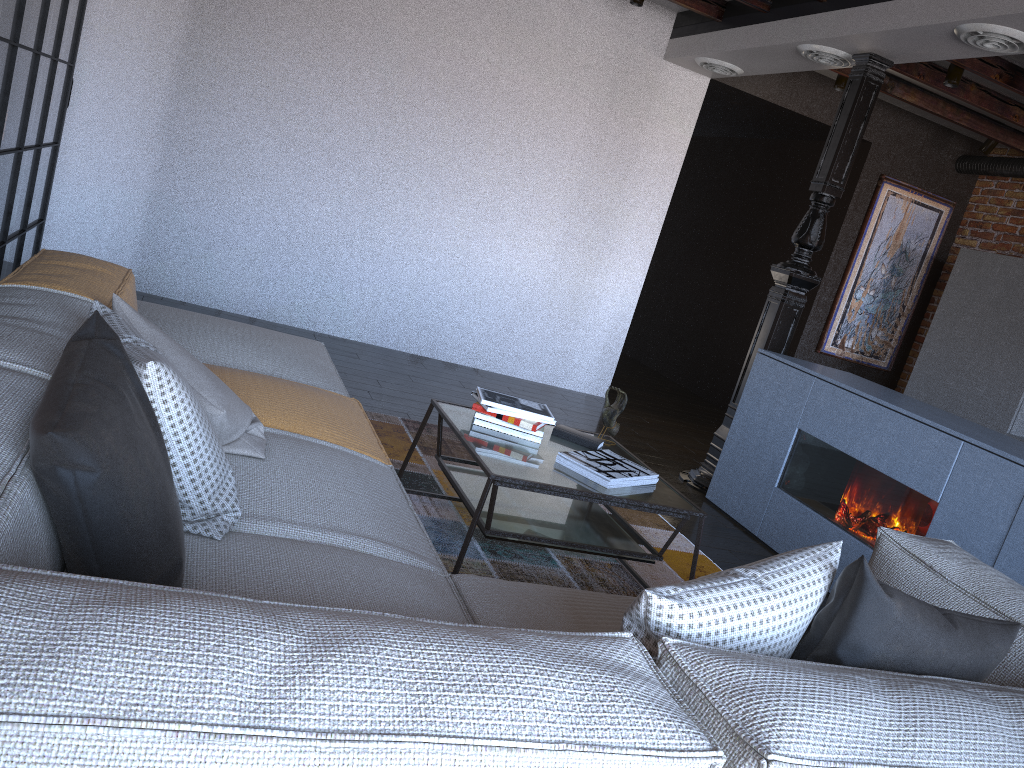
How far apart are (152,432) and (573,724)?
0.88m

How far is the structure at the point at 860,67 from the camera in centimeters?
451cm

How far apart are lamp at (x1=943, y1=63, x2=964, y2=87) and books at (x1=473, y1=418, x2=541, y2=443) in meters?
3.6

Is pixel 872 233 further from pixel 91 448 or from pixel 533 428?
pixel 91 448

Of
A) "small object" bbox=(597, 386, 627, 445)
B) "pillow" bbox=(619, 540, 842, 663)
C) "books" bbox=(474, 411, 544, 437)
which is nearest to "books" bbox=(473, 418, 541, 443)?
"books" bbox=(474, 411, 544, 437)

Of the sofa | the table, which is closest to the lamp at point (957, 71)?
the table

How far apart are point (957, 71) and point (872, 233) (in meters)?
2.08

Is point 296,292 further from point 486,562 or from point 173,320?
point 486,562

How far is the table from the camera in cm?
265

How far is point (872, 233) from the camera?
7.00m
